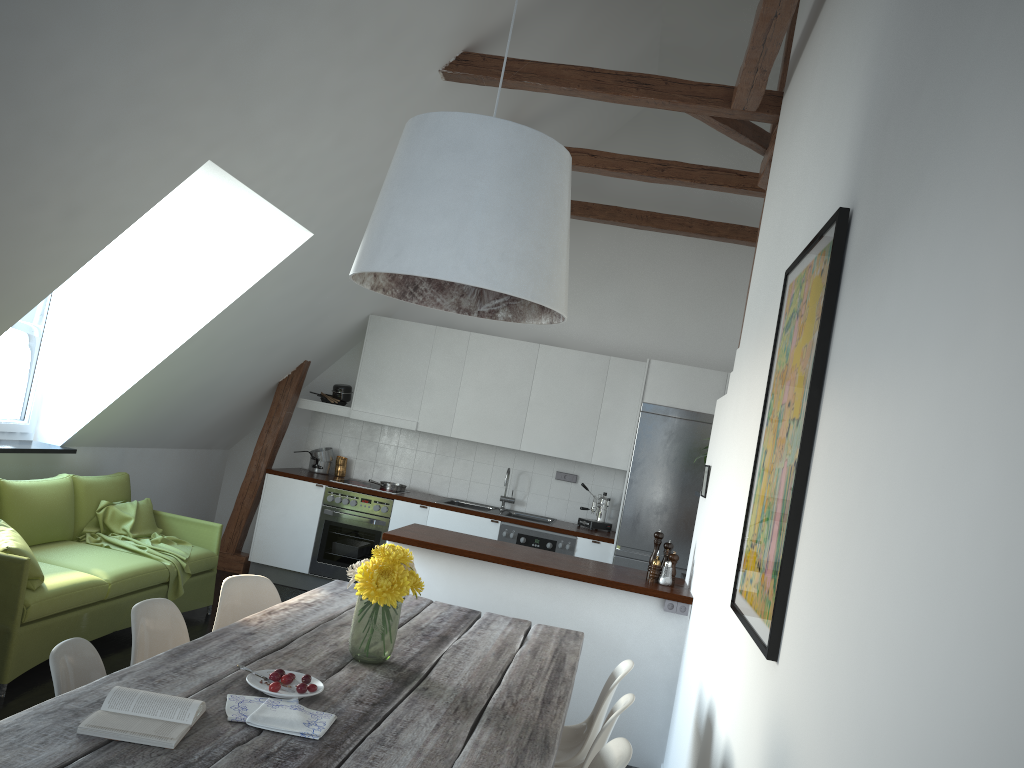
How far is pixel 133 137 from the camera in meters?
3.7 m

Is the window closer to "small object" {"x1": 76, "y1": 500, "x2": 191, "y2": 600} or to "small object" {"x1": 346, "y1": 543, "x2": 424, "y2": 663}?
"small object" {"x1": 76, "y1": 500, "x2": 191, "y2": 600}

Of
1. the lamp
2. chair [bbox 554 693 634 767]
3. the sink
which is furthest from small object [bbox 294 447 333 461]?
chair [bbox 554 693 634 767]

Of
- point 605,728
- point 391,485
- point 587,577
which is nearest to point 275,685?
point 605,728

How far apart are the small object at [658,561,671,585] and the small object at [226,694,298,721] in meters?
3.0

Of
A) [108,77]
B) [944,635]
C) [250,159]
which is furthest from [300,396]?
[944,635]

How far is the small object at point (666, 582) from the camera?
4.8 meters

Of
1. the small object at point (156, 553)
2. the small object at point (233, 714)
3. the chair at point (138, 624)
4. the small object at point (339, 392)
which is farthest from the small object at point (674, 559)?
the small object at point (339, 392)

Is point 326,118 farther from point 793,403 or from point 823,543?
point 823,543

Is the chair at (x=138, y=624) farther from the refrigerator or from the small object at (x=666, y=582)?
the refrigerator
